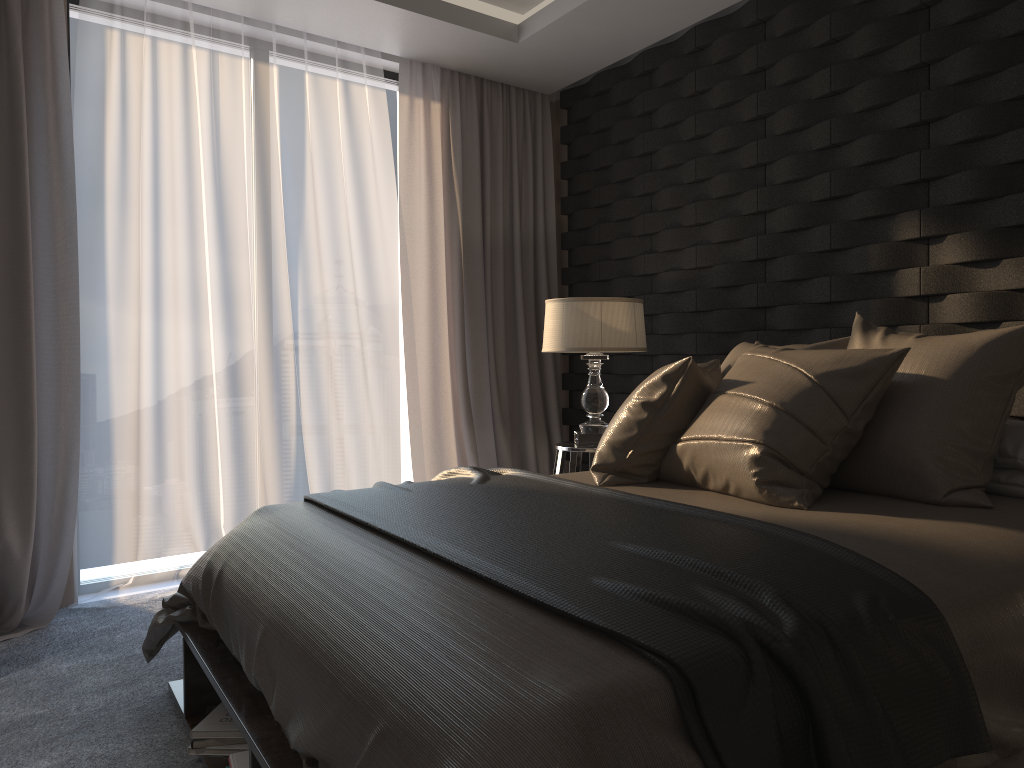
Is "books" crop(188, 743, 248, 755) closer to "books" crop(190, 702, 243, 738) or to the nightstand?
"books" crop(190, 702, 243, 738)

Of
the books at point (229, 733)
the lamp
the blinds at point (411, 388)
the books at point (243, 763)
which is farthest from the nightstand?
the books at point (243, 763)

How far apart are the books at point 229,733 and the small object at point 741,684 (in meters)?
0.60

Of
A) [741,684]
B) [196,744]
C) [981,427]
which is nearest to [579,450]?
[981,427]

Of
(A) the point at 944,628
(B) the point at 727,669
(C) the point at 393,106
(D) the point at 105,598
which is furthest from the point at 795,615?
(C) the point at 393,106

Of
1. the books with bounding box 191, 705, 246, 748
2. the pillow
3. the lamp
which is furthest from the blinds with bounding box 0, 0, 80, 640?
the pillow

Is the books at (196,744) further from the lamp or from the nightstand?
the lamp

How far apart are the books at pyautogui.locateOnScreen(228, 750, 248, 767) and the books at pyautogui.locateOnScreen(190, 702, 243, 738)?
0.2 meters

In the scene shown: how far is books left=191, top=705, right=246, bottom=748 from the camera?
2.22m

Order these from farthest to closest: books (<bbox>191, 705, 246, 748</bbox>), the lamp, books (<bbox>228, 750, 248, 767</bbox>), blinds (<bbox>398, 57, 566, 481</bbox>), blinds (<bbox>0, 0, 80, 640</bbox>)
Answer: blinds (<bbox>398, 57, 566, 481</bbox>) < the lamp < blinds (<bbox>0, 0, 80, 640</bbox>) < books (<bbox>191, 705, 246, 748</bbox>) < books (<bbox>228, 750, 248, 767</bbox>)
